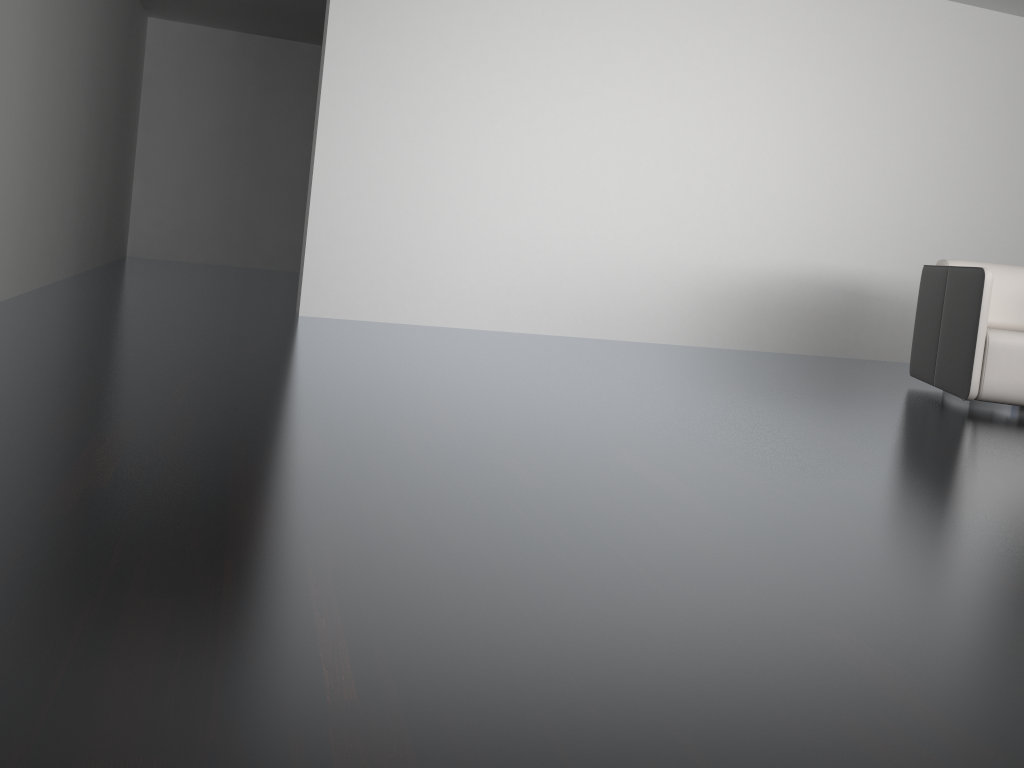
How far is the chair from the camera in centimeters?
396cm

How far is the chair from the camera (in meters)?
3.96

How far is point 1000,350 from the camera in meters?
4.0 m
